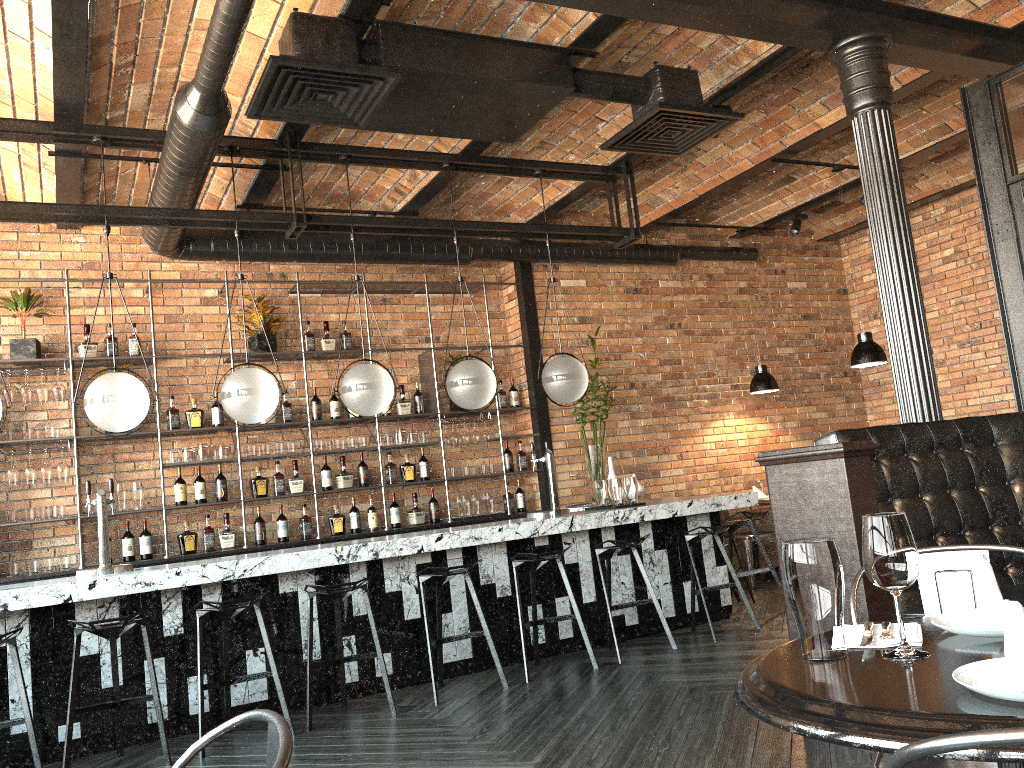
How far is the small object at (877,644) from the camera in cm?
163

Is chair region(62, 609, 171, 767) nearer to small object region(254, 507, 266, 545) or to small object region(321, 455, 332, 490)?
small object region(254, 507, 266, 545)

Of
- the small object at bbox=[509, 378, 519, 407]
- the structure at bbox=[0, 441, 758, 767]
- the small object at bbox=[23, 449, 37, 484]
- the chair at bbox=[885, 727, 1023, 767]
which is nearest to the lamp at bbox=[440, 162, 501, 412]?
the structure at bbox=[0, 441, 758, 767]

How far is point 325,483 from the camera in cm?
723

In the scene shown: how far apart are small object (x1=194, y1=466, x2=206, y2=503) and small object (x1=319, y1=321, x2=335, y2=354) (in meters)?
1.44

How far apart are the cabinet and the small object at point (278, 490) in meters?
0.3 m

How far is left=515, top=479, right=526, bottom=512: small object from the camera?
8.0m

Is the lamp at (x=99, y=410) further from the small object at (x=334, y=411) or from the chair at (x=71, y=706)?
the small object at (x=334, y=411)

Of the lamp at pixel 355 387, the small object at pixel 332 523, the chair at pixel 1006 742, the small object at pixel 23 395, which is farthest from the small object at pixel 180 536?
the chair at pixel 1006 742

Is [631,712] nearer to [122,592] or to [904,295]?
[904,295]
